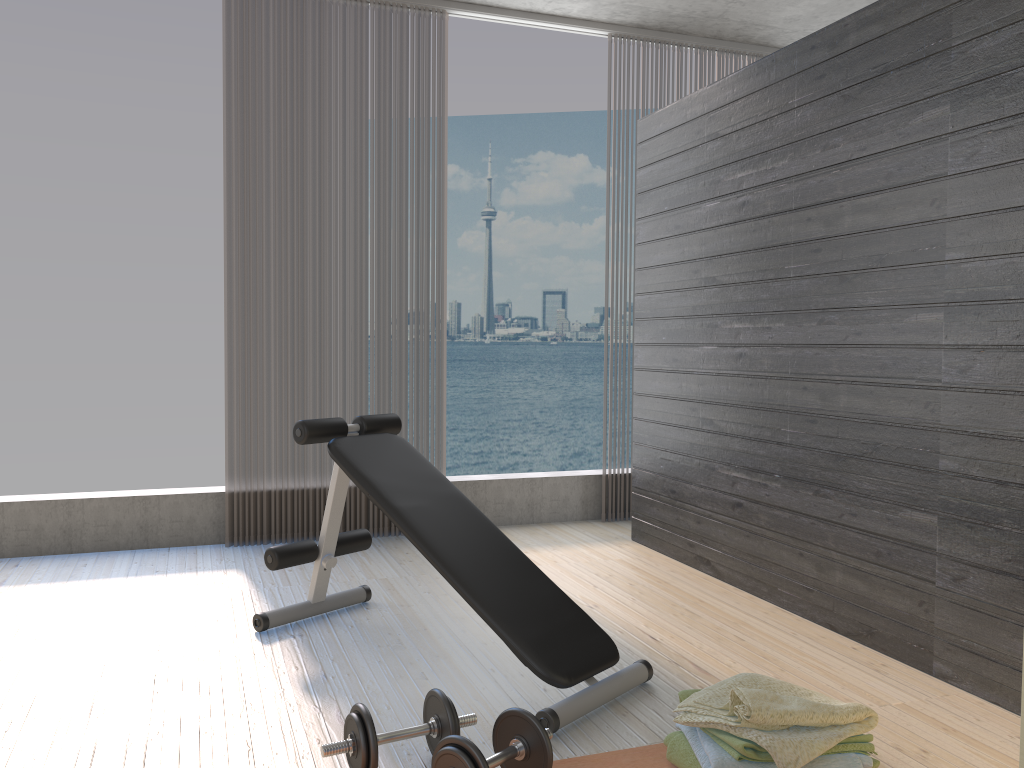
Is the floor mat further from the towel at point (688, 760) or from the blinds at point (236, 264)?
the blinds at point (236, 264)

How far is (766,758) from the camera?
1.9m

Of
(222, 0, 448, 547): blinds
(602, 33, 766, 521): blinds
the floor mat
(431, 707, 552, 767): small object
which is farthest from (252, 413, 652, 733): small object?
(602, 33, 766, 521): blinds

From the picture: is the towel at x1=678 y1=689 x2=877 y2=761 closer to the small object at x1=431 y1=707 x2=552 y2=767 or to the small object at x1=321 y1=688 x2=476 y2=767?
the small object at x1=431 y1=707 x2=552 y2=767

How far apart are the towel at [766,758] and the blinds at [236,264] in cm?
263

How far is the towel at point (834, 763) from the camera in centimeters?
193cm

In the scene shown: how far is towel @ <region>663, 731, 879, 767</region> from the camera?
2.06m

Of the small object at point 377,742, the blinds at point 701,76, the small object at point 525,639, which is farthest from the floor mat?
the blinds at point 701,76

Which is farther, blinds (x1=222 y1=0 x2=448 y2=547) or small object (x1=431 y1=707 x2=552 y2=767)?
blinds (x1=222 y1=0 x2=448 y2=547)

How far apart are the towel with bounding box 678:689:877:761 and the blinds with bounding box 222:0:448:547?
2.63m
